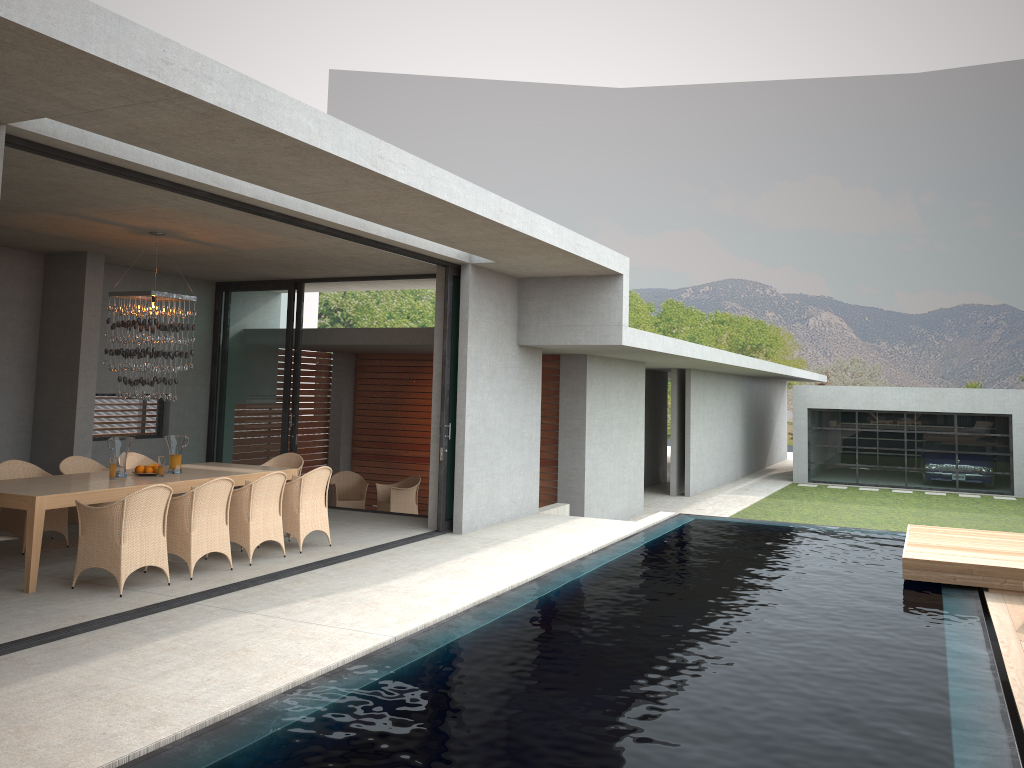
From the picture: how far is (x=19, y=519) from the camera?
8.7m

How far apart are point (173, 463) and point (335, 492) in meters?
4.7

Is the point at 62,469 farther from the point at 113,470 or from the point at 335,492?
the point at 113,470

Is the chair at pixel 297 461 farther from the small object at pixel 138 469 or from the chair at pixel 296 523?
the small object at pixel 138 469

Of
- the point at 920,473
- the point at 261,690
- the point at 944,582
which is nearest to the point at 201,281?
the point at 261,690

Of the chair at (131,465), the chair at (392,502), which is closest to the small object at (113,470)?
the chair at (131,465)

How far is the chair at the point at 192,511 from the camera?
7.8 meters

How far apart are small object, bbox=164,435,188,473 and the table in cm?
772

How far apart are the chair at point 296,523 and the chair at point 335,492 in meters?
4.7

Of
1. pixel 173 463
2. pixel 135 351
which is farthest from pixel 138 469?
pixel 173 463
